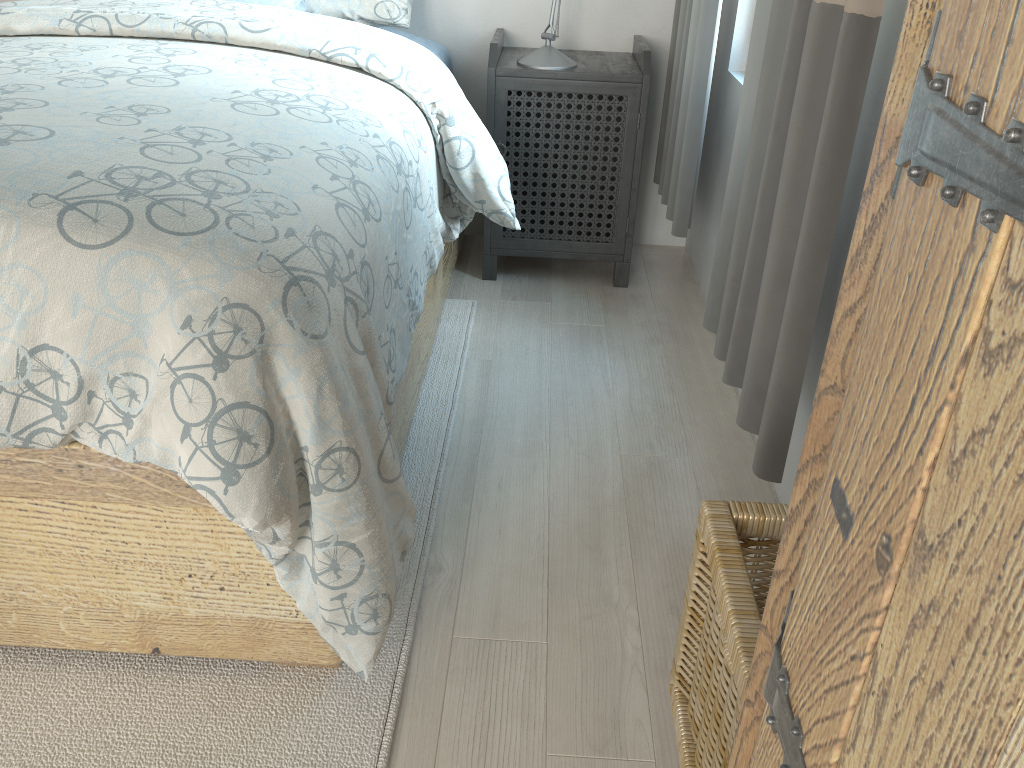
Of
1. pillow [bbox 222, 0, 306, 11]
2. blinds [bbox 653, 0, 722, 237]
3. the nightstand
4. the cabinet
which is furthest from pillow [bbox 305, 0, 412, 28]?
the cabinet

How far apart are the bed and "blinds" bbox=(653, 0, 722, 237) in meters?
0.4

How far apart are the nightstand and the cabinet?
2.04m

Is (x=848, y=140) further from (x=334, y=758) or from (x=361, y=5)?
(x=361, y=5)

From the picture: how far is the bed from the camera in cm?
97

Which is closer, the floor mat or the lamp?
the floor mat

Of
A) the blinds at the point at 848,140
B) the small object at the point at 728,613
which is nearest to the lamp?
the blinds at the point at 848,140

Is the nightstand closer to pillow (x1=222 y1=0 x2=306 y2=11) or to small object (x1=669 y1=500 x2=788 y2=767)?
pillow (x1=222 y1=0 x2=306 y2=11)

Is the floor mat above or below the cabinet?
below

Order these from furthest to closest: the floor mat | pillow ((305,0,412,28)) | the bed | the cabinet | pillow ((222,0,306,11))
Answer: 1. pillow ((305,0,412,28))
2. pillow ((222,0,306,11))
3. the floor mat
4. the bed
5. the cabinet
